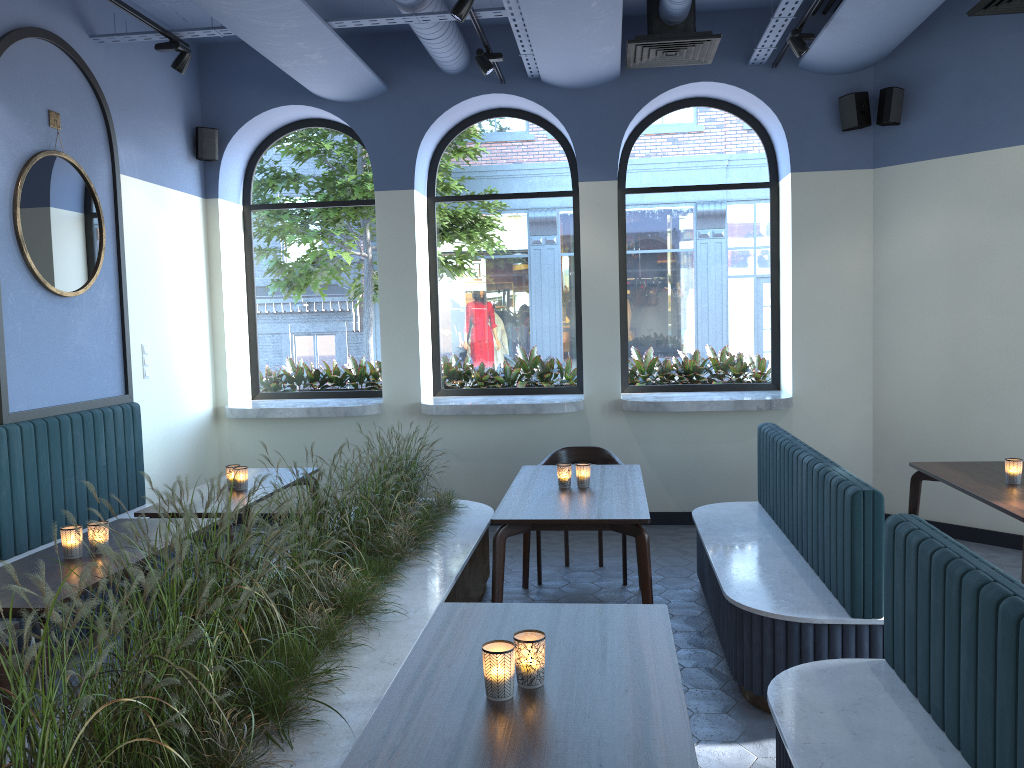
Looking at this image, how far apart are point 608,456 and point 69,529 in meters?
3.3 m

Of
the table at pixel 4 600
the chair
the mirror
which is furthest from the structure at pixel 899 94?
the table at pixel 4 600

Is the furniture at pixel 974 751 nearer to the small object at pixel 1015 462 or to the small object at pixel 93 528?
the small object at pixel 1015 462

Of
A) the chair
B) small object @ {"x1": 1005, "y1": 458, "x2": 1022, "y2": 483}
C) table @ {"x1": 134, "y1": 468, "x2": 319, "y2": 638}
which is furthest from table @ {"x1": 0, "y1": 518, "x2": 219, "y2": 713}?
small object @ {"x1": 1005, "y1": 458, "x2": 1022, "y2": 483}

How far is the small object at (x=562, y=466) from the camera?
4.6m

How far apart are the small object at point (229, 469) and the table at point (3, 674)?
2.2 meters

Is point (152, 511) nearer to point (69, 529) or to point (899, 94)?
point (69, 529)

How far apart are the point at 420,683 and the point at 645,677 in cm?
55

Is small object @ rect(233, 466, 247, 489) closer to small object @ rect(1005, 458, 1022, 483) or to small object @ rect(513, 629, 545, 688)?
small object @ rect(513, 629, 545, 688)

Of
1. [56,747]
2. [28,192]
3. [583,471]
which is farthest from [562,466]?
[28,192]
